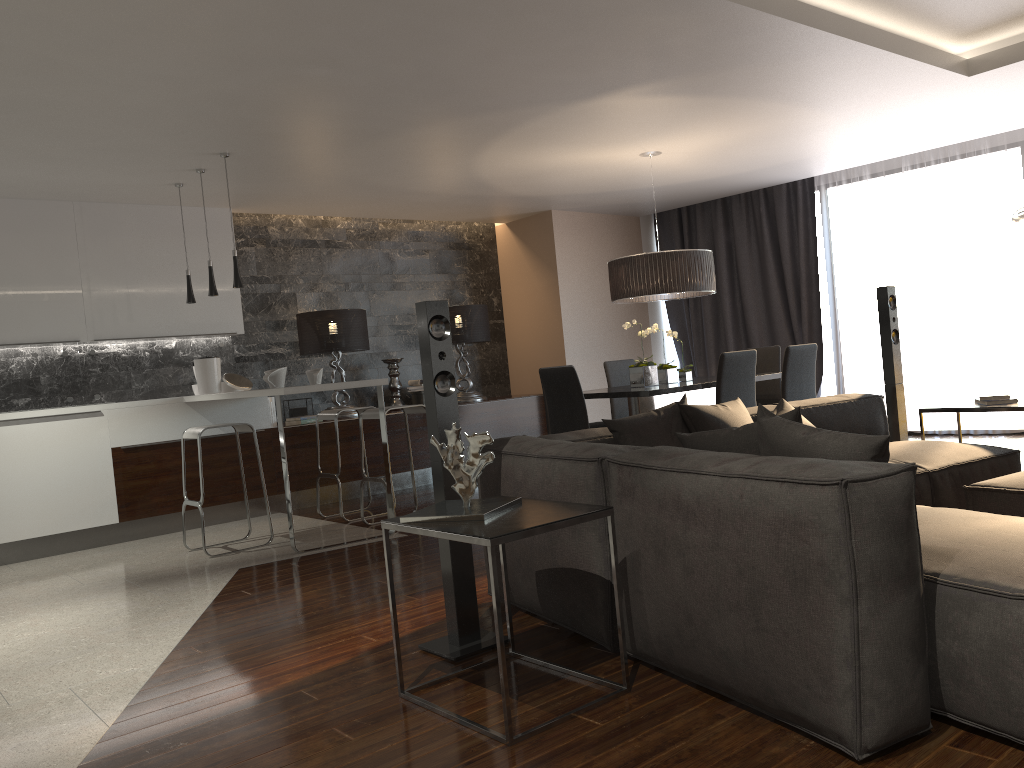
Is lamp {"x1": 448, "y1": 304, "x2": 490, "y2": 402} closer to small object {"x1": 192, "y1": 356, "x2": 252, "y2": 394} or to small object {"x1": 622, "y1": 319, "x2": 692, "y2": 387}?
small object {"x1": 192, "y1": 356, "x2": 252, "y2": 394}

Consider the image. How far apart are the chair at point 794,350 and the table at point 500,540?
3.5m

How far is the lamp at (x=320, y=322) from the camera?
7.7m

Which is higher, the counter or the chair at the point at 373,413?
the counter

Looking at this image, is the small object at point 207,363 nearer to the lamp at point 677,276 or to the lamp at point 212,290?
the lamp at point 212,290

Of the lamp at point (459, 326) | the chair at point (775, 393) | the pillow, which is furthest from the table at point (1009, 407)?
the lamp at point (459, 326)

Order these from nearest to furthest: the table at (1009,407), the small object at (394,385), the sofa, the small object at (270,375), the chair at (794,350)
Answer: the sofa < the table at (1009,407) < the small object at (270,375) < the chair at (794,350) < the small object at (394,385)

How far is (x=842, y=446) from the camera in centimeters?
Result: 239cm

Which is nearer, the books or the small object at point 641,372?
the books

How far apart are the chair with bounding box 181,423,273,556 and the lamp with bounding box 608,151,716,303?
2.7 meters
